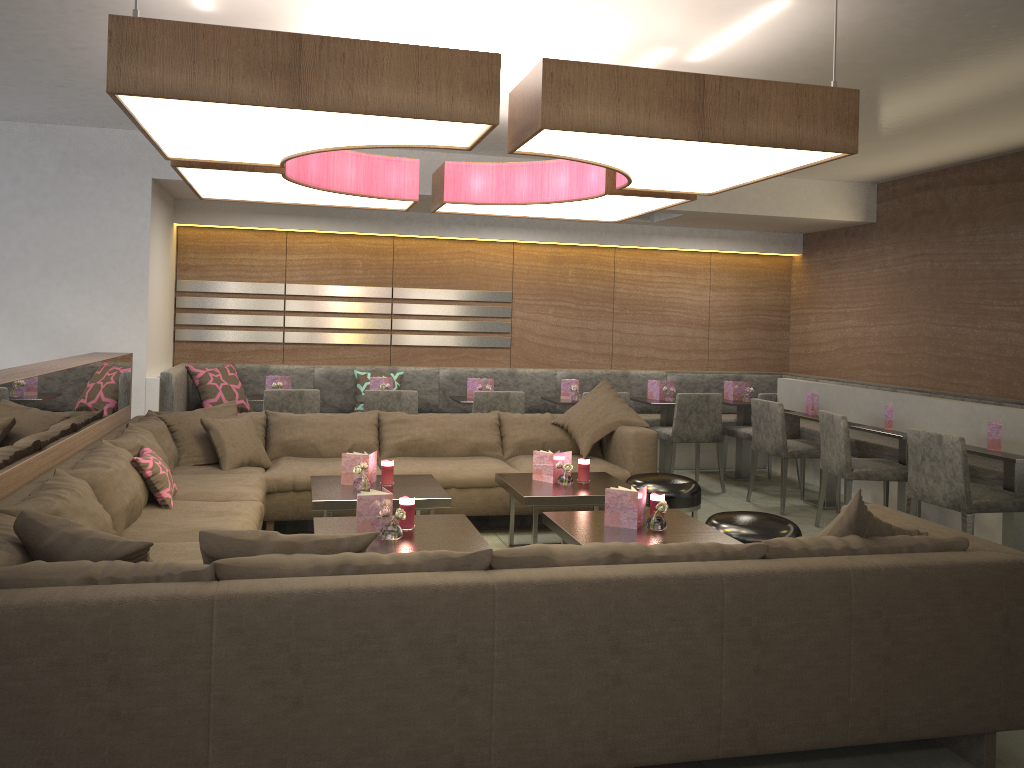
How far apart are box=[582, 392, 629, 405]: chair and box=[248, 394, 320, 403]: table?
2.7m

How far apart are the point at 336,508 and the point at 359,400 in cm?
242

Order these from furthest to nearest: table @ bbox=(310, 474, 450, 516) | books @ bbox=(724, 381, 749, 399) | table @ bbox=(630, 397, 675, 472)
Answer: books @ bbox=(724, 381, 749, 399), table @ bbox=(630, 397, 675, 472), table @ bbox=(310, 474, 450, 516)

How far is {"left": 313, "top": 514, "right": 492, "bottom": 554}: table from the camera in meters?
3.4

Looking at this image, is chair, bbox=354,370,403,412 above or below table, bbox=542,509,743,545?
above

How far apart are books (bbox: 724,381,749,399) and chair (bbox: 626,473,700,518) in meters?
2.7

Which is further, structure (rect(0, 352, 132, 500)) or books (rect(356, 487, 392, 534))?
books (rect(356, 487, 392, 534))

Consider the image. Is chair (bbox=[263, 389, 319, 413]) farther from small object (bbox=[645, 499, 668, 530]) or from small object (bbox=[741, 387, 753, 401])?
small object (bbox=[741, 387, 753, 401])

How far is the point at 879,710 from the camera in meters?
2.5

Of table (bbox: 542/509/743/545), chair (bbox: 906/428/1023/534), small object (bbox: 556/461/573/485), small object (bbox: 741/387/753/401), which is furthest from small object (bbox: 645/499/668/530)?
small object (bbox: 741/387/753/401)
